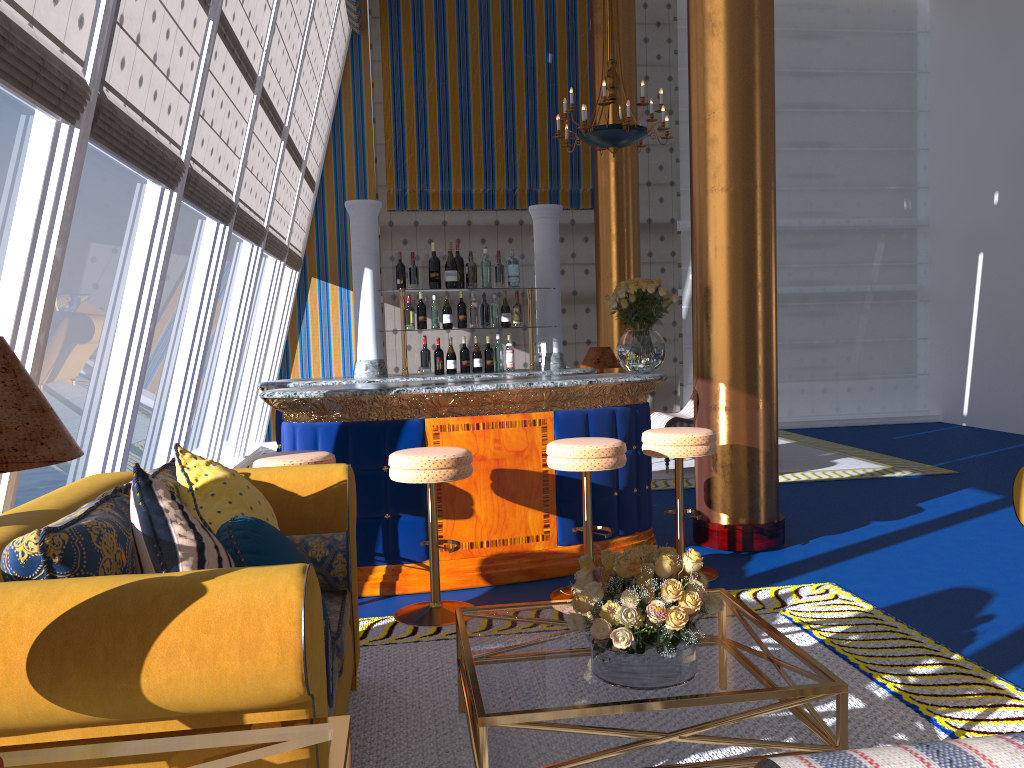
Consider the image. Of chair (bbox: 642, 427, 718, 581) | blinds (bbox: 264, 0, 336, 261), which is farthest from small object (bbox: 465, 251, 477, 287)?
chair (bbox: 642, 427, 718, 581)

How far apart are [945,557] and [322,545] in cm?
361

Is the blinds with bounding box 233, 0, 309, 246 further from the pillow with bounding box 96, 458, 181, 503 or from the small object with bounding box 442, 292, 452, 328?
the pillow with bounding box 96, 458, 181, 503

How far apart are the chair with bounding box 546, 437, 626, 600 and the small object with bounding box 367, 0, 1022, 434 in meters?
0.9

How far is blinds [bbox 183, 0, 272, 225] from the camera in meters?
5.3 m

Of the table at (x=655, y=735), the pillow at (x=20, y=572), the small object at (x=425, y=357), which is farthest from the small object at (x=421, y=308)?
the pillow at (x=20, y=572)

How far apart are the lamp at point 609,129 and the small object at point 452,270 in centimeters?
256cm

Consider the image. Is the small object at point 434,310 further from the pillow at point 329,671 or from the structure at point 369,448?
the pillow at point 329,671

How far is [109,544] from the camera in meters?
2.1

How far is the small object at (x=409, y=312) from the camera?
5.70m
